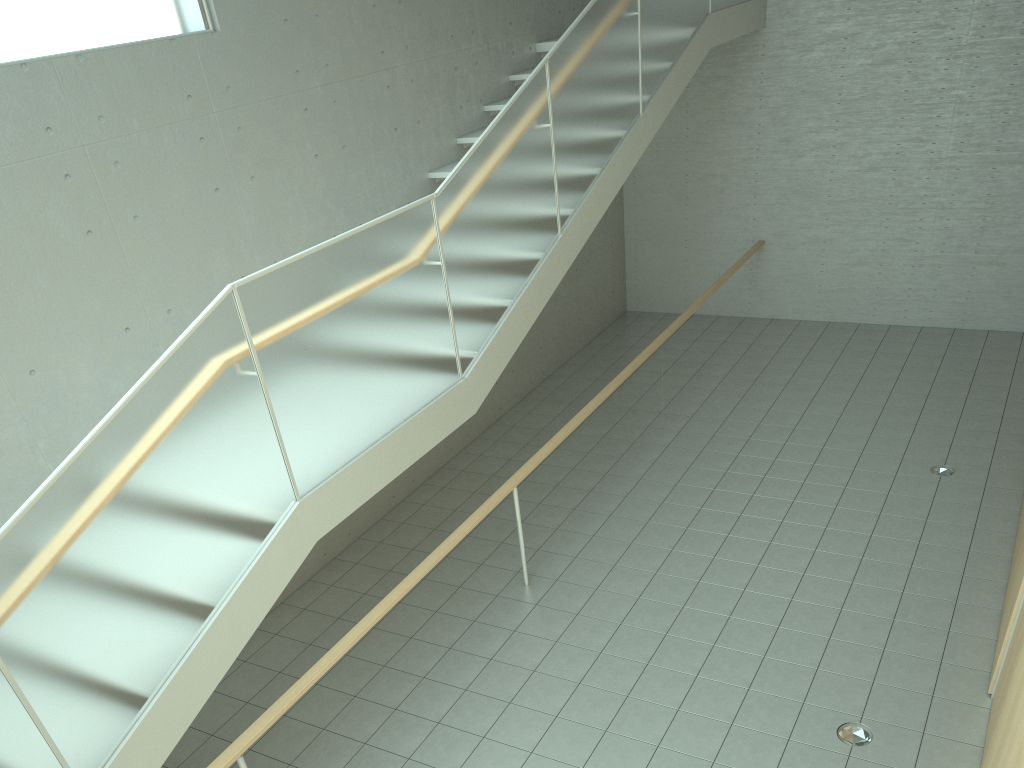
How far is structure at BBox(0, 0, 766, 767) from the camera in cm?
313

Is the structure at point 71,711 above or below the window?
below

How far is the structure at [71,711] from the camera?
3.1 meters

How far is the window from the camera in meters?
4.5 m

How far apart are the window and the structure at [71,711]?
1.9 meters

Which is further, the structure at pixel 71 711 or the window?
the window

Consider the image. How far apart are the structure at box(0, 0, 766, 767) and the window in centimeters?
193cm

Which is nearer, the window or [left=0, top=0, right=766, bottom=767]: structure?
[left=0, top=0, right=766, bottom=767]: structure

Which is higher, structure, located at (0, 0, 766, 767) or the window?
the window
